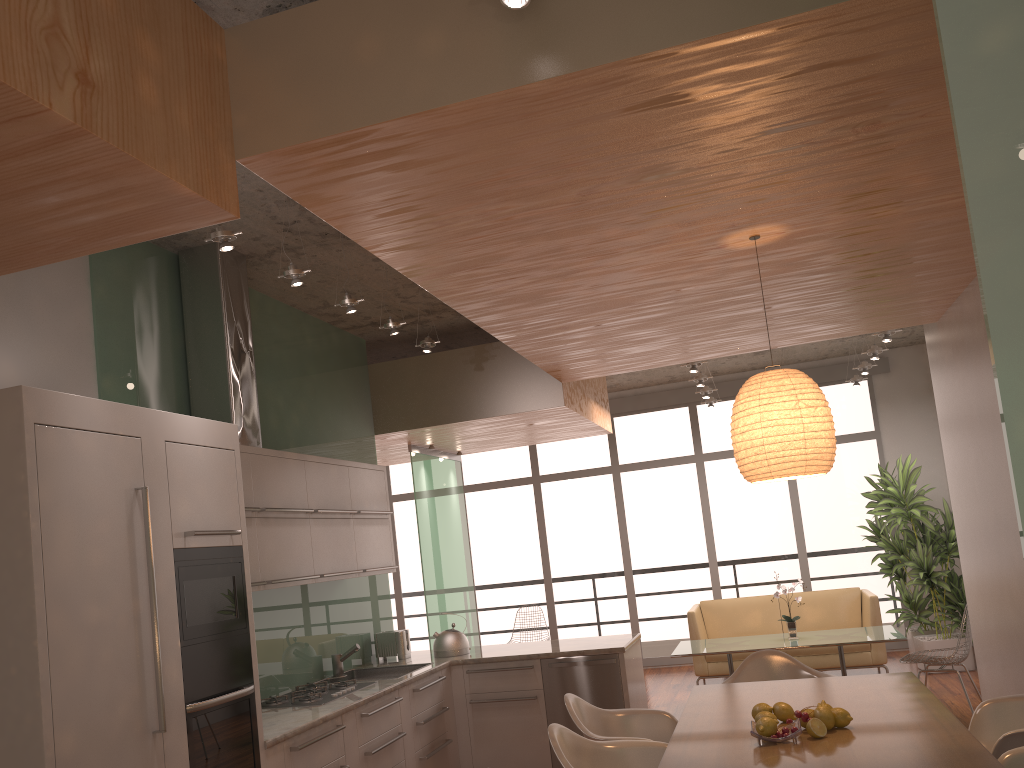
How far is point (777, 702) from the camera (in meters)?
3.39

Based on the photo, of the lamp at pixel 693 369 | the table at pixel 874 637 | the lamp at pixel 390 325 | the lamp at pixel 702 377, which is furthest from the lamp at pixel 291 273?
the lamp at pixel 702 377

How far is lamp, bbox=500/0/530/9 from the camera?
2.3m

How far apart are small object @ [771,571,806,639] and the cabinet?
2.1 meters

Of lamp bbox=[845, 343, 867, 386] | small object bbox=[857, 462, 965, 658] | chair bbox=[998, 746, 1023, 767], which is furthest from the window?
chair bbox=[998, 746, 1023, 767]

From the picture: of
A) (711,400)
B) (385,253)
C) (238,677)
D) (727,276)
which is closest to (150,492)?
(238,677)

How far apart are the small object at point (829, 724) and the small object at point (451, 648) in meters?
3.3

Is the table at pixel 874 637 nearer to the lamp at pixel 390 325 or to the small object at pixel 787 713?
the lamp at pixel 390 325

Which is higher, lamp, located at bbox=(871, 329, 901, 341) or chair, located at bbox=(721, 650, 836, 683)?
lamp, located at bbox=(871, 329, 901, 341)

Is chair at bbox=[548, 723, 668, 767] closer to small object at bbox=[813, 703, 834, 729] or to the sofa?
small object at bbox=[813, 703, 834, 729]
